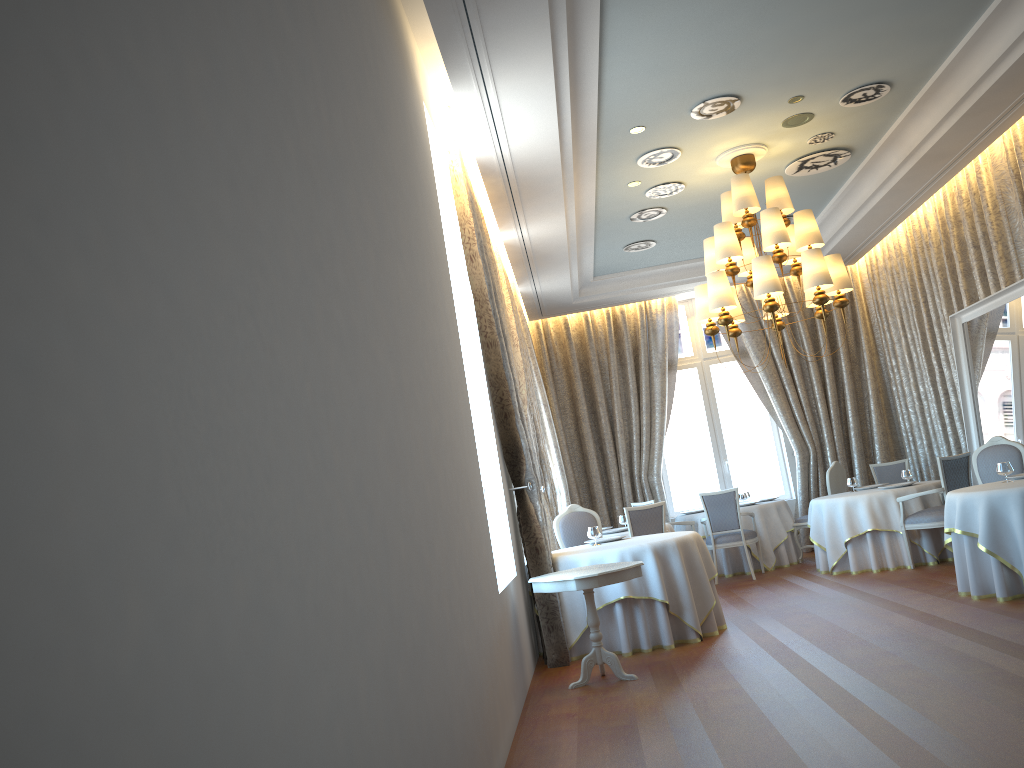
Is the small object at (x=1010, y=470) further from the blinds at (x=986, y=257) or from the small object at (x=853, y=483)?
the small object at (x=853, y=483)

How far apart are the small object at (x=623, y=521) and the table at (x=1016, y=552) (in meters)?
3.62

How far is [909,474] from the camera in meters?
10.1 m

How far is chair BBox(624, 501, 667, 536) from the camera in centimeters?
909cm

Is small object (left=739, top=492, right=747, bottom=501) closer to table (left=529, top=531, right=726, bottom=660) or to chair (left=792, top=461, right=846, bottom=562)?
chair (left=792, top=461, right=846, bottom=562)

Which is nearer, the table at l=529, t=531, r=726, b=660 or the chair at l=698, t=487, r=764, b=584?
the table at l=529, t=531, r=726, b=660

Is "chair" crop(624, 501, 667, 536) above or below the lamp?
below

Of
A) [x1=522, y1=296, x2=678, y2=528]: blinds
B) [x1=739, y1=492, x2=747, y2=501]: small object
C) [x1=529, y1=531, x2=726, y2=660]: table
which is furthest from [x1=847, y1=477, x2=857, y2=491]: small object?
[x1=529, y1=531, x2=726, y2=660]: table

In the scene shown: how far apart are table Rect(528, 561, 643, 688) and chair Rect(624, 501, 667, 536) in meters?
2.7

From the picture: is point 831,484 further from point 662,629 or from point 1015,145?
point 662,629
